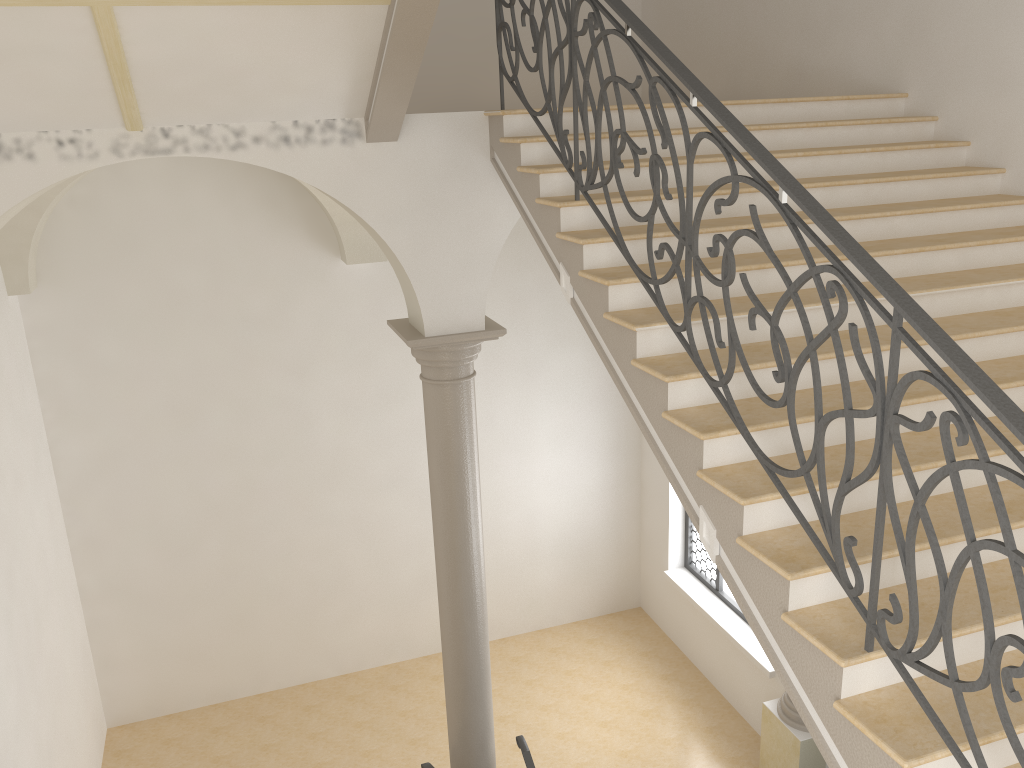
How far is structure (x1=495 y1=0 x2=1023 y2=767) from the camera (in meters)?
2.37

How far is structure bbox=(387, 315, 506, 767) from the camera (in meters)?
6.13

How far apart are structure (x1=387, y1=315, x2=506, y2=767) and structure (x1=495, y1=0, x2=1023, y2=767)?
1.5 meters

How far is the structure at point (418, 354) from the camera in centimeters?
613cm

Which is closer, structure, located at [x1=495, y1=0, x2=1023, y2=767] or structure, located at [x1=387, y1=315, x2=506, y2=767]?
structure, located at [x1=495, y1=0, x2=1023, y2=767]

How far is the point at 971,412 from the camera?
2.4 meters

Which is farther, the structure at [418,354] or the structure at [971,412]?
the structure at [418,354]

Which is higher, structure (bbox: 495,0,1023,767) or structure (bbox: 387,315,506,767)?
structure (bbox: 495,0,1023,767)

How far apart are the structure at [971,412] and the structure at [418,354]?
1.5 meters
